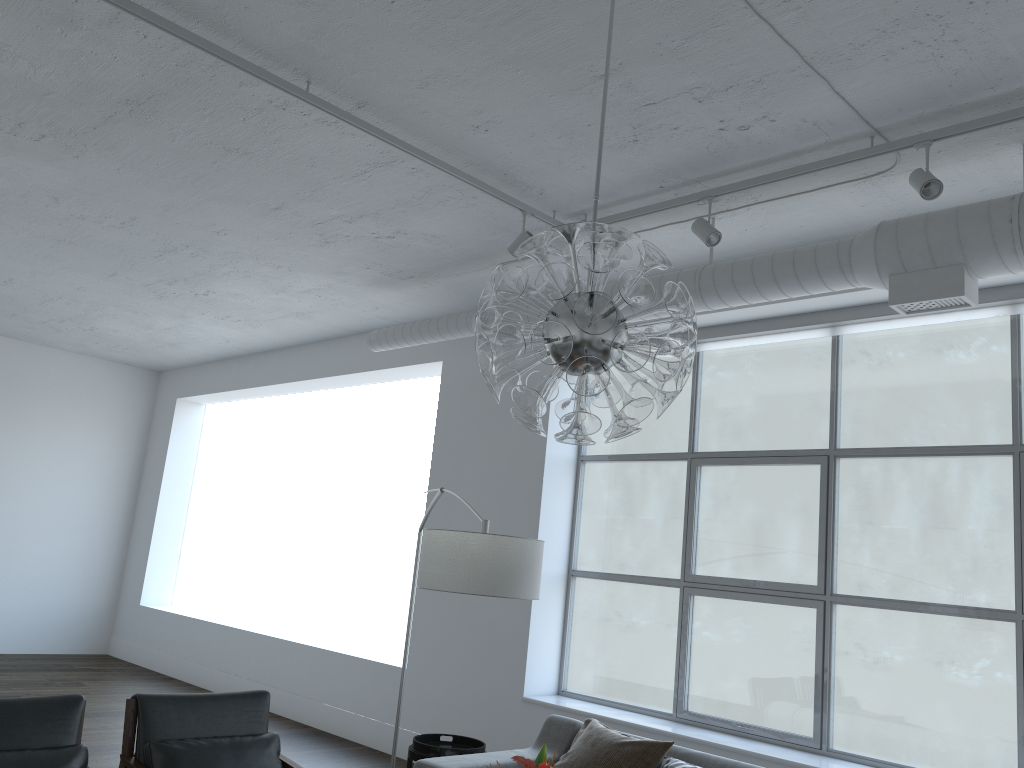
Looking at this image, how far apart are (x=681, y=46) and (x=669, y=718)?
3.75m

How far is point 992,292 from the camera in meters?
4.3 m

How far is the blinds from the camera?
4.3 meters

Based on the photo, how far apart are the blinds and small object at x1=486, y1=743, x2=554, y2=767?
3.4 meters

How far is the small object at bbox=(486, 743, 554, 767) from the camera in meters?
2.1

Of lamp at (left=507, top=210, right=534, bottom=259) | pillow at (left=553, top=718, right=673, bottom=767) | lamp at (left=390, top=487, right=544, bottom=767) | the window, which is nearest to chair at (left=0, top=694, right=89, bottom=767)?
lamp at (left=390, top=487, right=544, bottom=767)

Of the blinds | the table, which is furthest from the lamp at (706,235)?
the table

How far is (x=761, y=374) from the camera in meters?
18.8 m

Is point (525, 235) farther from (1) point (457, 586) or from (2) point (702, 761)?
(2) point (702, 761)

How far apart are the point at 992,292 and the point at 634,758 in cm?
279
